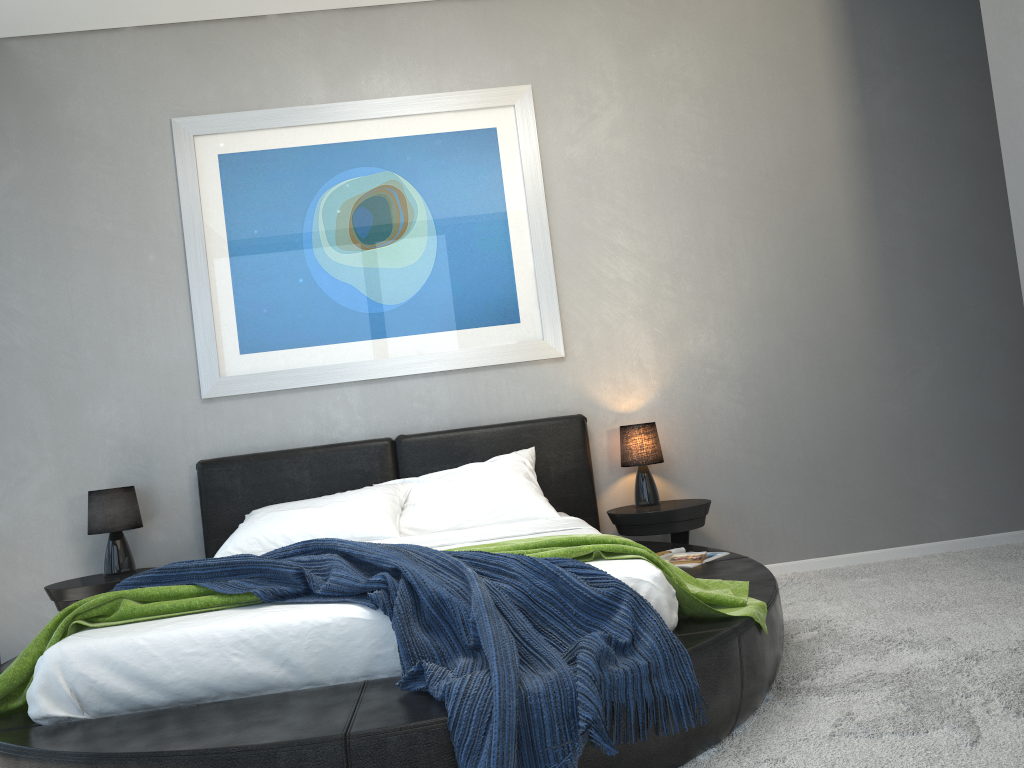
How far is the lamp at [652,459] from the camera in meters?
4.2 m

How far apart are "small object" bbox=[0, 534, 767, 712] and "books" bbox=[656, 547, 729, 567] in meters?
0.7

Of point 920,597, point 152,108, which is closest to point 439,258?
point 152,108

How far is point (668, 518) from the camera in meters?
4.0

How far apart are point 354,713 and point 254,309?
2.8 meters

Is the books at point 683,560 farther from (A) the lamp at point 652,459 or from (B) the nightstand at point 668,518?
(A) the lamp at point 652,459

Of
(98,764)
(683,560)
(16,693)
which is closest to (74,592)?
(16,693)

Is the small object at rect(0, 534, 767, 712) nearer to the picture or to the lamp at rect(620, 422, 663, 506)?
the lamp at rect(620, 422, 663, 506)

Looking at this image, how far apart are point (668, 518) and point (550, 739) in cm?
223

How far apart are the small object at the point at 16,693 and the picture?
1.81m
